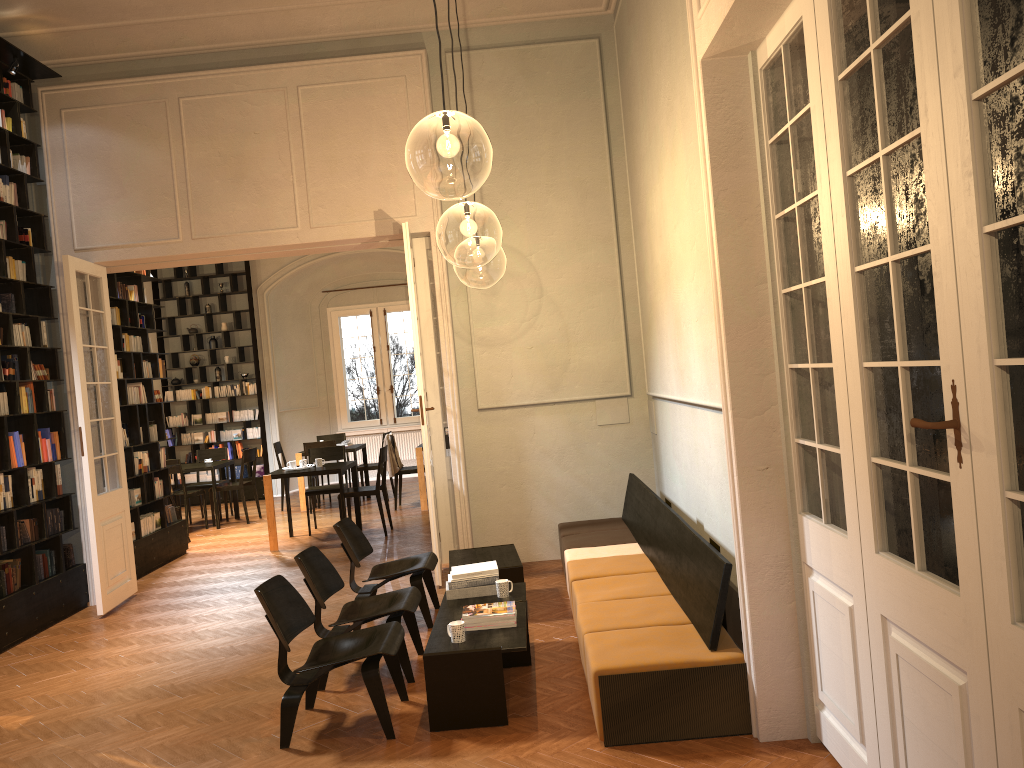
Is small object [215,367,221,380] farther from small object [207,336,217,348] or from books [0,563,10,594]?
books [0,563,10,594]

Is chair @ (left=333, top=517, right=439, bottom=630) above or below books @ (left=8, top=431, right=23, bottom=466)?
below

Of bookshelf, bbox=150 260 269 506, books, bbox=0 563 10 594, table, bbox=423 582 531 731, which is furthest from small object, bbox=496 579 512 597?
bookshelf, bbox=150 260 269 506

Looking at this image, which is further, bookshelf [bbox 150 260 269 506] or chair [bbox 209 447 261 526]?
bookshelf [bbox 150 260 269 506]

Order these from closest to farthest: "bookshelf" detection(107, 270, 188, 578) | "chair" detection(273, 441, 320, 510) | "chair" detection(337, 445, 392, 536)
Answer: "bookshelf" detection(107, 270, 188, 578) → "chair" detection(337, 445, 392, 536) → "chair" detection(273, 441, 320, 510)

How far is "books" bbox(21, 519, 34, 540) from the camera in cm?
766

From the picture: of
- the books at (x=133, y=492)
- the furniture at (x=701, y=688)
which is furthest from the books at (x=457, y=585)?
the books at (x=133, y=492)

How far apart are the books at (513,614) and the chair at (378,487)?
5.68m

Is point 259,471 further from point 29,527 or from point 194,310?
point 29,527

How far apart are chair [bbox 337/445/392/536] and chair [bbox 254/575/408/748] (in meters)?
5.59
